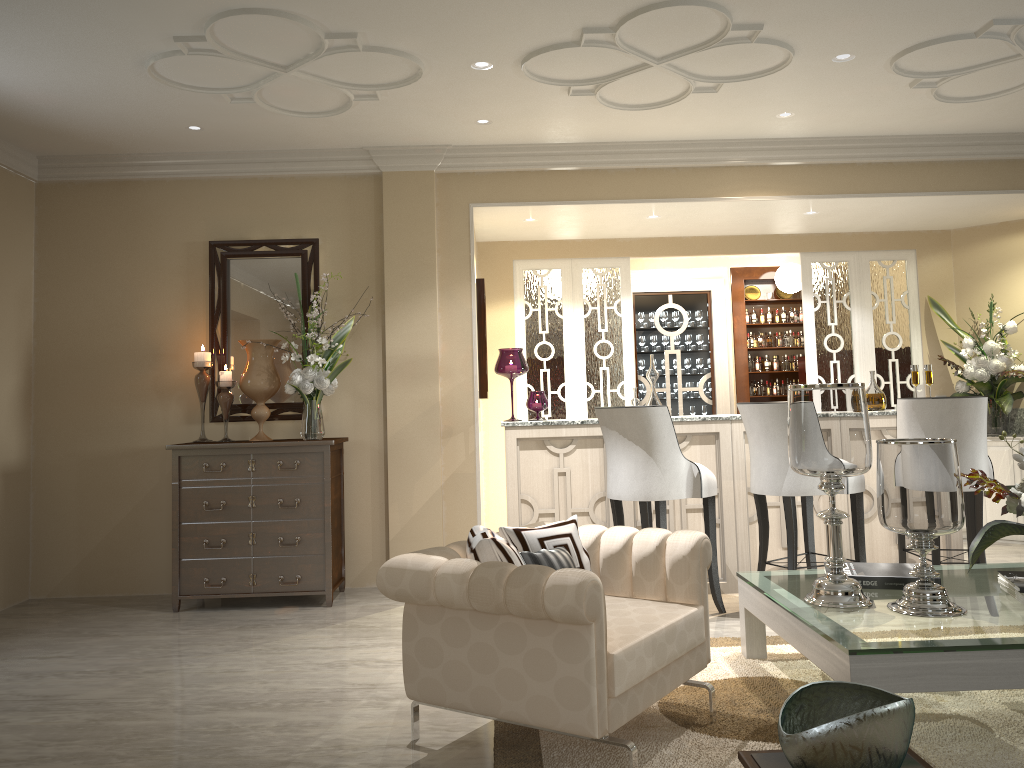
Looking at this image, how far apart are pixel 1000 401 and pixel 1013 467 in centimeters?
44cm

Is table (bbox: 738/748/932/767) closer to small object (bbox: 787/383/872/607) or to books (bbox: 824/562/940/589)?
small object (bbox: 787/383/872/607)

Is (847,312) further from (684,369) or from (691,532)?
(691,532)

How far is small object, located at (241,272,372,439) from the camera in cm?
442

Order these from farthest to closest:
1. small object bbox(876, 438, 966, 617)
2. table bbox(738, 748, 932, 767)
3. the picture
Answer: the picture < small object bbox(876, 438, 966, 617) < table bbox(738, 748, 932, 767)

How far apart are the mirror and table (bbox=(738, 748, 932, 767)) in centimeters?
333cm

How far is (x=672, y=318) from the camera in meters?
7.5

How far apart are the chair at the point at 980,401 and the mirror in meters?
3.0

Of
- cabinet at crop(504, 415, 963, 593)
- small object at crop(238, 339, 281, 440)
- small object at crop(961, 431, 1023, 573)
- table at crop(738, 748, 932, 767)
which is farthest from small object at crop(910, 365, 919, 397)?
small object at crop(238, 339, 281, 440)

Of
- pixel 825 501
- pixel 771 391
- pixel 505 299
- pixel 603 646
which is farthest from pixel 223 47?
pixel 771 391
